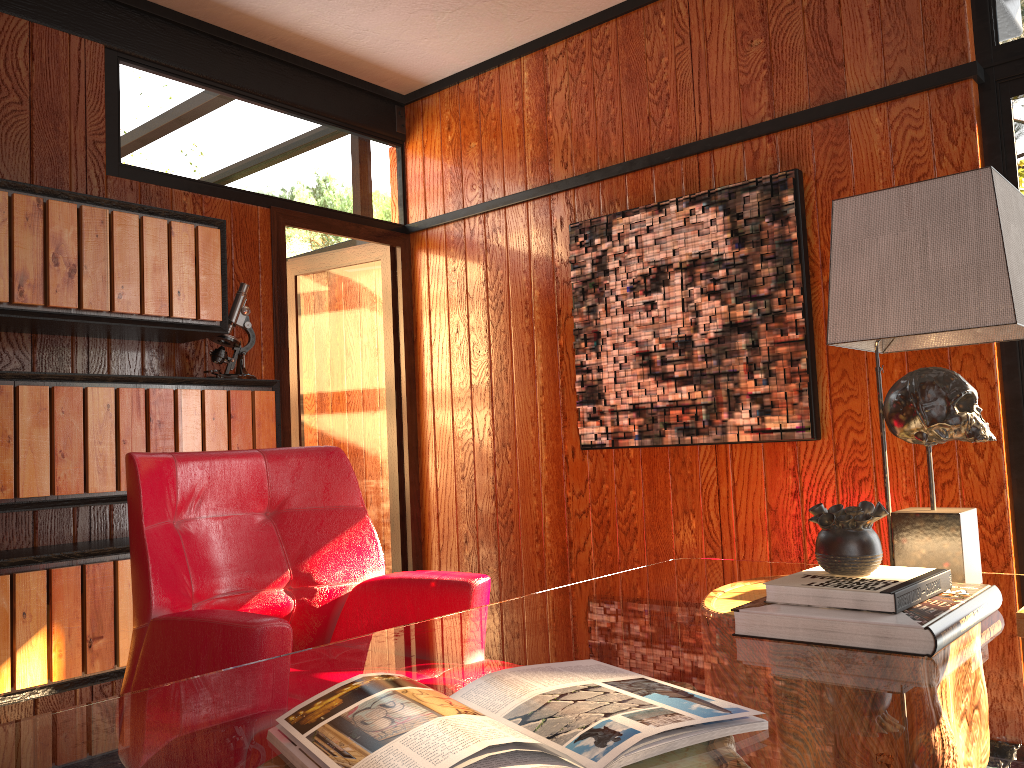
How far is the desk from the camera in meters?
0.8 m

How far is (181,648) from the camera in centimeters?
159cm

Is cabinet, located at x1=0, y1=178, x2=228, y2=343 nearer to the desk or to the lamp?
the desk

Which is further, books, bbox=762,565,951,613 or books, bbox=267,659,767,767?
books, bbox=762,565,951,613

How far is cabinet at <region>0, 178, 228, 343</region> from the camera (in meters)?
2.50

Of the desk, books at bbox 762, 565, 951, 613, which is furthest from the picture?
books at bbox 762, 565, 951, 613

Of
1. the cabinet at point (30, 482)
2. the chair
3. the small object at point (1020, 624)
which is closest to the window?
the small object at point (1020, 624)

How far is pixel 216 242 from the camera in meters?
3.0

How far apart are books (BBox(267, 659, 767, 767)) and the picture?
1.86m

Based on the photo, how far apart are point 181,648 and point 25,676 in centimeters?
114cm
